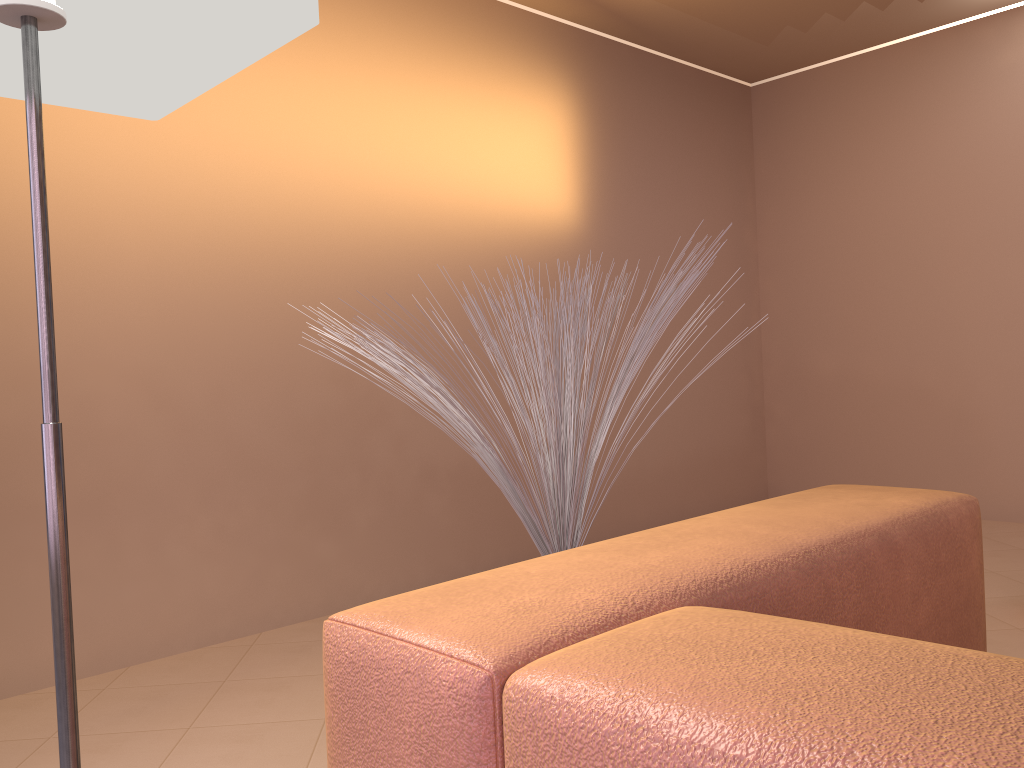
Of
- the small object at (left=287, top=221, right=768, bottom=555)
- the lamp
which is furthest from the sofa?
the lamp

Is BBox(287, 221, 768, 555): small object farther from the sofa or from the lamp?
the lamp

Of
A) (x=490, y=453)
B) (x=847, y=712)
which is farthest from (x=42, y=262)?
(x=847, y=712)

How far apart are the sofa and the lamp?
0.39m

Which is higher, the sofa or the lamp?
the lamp

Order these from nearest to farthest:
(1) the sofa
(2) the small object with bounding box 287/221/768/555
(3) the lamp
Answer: (1) the sofa → (3) the lamp → (2) the small object with bounding box 287/221/768/555

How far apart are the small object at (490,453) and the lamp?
0.42m

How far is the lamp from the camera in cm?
96

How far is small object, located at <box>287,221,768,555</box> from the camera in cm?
140

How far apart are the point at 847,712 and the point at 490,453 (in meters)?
0.96
